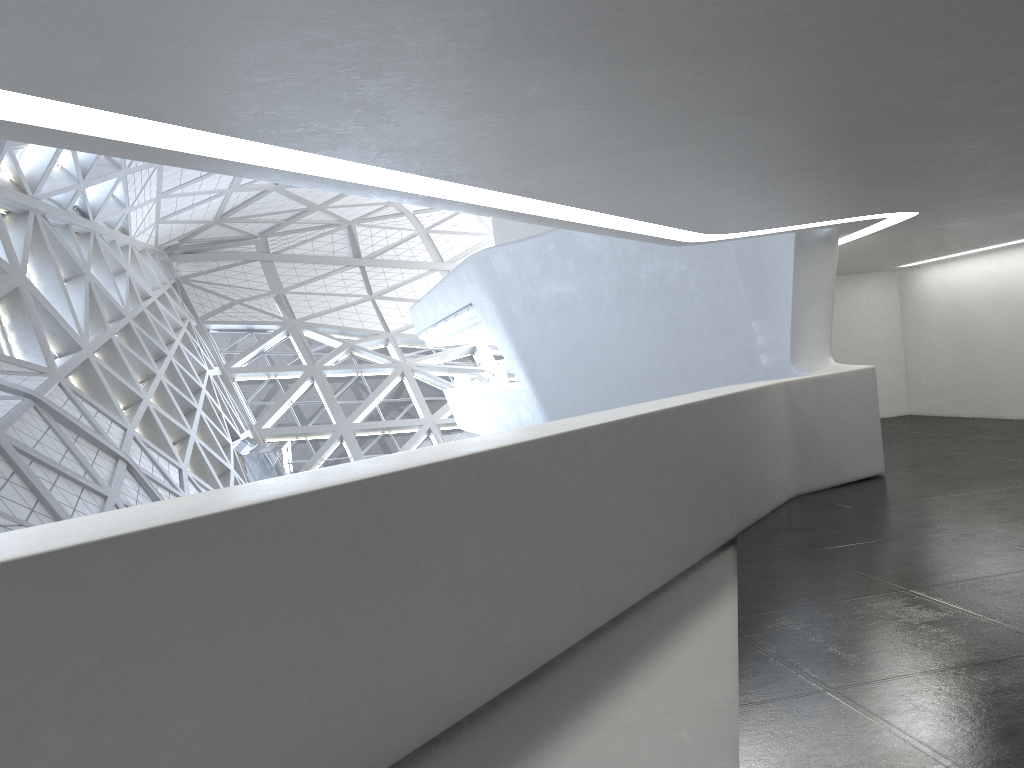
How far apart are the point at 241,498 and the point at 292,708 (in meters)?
1.11
